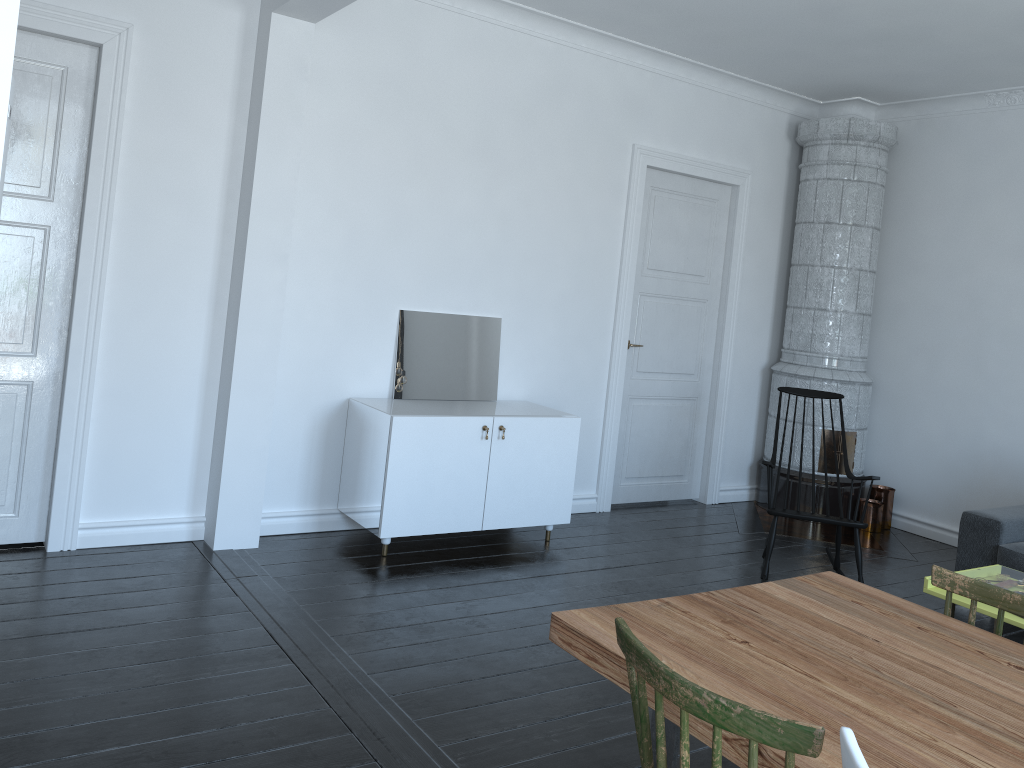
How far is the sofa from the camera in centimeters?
469cm

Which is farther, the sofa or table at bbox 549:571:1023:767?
the sofa

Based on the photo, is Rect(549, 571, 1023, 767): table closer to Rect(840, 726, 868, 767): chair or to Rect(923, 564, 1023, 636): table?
Rect(840, 726, 868, 767): chair

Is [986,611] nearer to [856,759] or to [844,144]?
[856,759]

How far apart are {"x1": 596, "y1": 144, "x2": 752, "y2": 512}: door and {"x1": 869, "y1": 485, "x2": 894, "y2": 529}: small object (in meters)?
1.11

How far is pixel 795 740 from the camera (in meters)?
1.41

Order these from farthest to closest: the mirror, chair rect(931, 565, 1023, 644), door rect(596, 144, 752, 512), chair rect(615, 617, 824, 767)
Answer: door rect(596, 144, 752, 512)
the mirror
chair rect(931, 565, 1023, 644)
chair rect(615, 617, 824, 767)

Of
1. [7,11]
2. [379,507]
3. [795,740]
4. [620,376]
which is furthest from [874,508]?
[7,11]

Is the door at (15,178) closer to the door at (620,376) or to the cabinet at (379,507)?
the cabinet at (379,507)

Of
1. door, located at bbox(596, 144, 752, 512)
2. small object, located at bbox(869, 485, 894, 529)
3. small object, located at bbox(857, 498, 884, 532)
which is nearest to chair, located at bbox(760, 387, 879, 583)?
door, located at bbox(596, 144, 752, 512)
